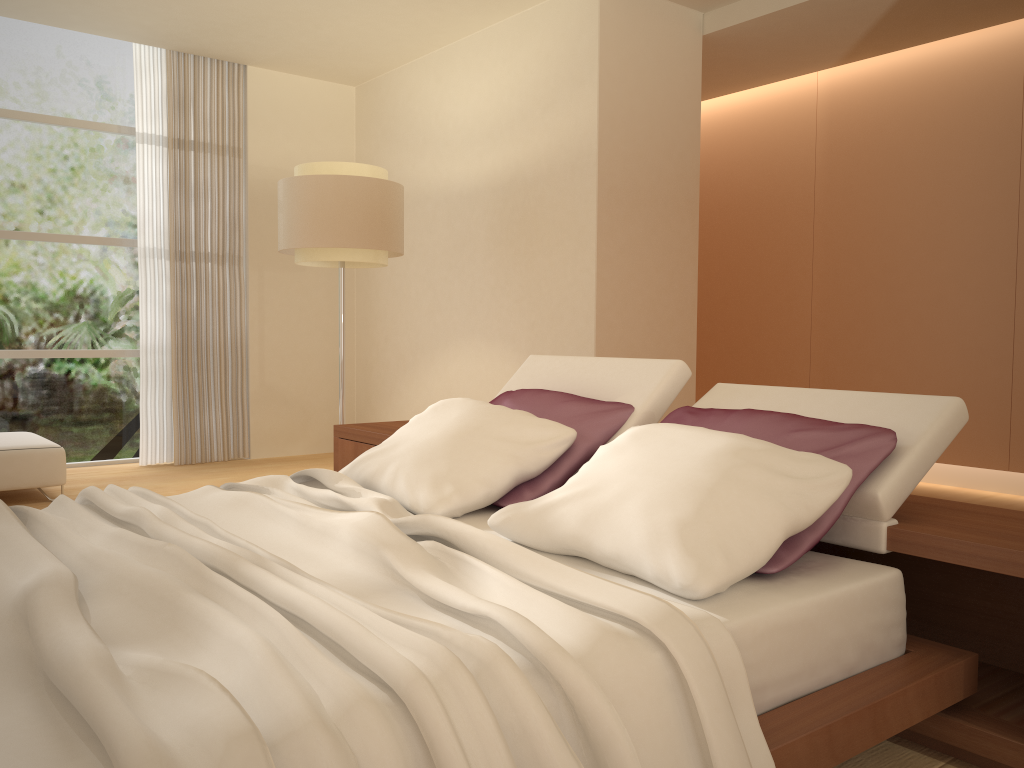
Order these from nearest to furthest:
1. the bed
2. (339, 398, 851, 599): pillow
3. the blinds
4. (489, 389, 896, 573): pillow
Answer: the bed, (339, 398, 851, 599): pillow, (489, 389, 896, 573): pillow, the blinds

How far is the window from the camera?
6.3 meters

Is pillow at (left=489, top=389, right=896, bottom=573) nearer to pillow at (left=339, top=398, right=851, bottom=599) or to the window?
pillow at (left=339, top=398, right=851, bottom=599)

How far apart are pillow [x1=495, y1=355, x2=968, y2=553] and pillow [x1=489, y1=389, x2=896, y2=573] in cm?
2

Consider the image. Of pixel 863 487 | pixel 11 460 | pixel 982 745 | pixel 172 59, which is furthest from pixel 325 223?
pixel 982 745

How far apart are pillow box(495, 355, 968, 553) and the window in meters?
4.3 m

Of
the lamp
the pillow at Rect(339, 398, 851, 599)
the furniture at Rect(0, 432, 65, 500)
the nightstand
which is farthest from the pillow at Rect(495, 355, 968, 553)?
the furniture at Rect(0, 432, 65, 500)

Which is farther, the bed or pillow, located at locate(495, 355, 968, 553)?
pillow, located at locate(495, 355, 968, 553)

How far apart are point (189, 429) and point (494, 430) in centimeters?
Result: 460cm

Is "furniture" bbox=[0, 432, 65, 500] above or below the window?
below
